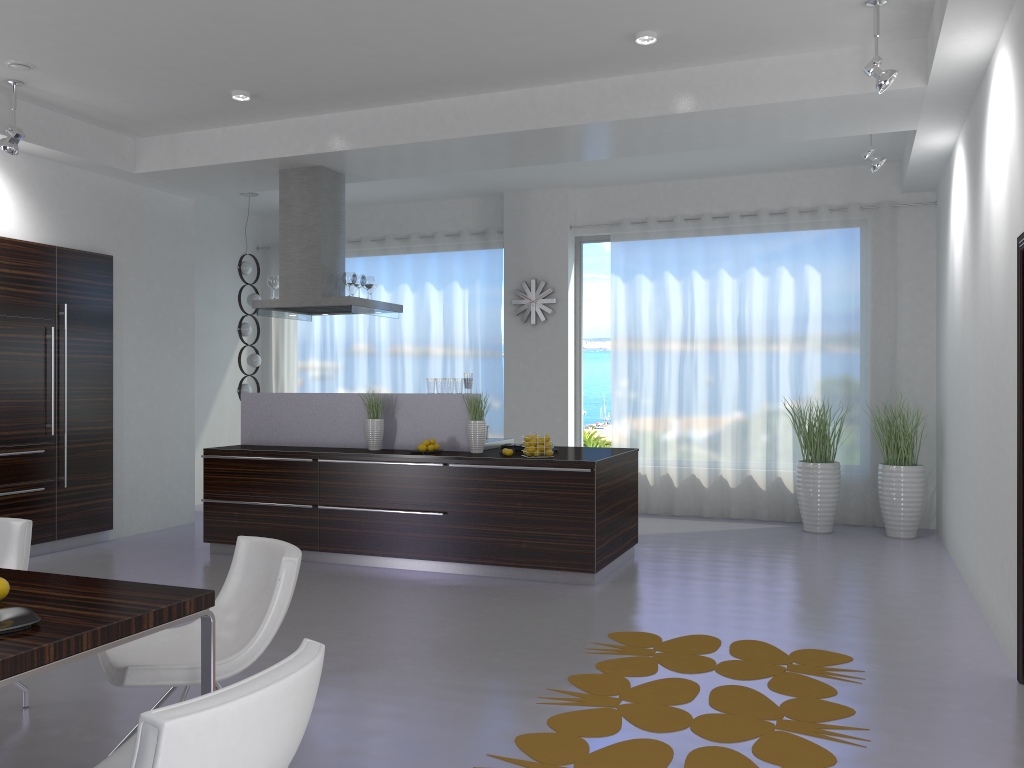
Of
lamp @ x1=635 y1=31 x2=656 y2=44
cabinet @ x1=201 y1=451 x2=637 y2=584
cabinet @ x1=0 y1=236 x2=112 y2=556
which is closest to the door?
lamp @ x1=635 y1=31 x2=656 y2=44

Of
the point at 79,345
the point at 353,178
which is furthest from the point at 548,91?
the point at 79,345

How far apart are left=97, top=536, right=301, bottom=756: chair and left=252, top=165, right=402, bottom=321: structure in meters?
4.2 m

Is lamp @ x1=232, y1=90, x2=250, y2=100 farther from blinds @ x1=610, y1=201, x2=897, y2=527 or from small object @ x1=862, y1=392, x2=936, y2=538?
small object @ x1=862, y1=392, x2=936, y2=538

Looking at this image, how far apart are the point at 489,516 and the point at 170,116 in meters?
4.1 m

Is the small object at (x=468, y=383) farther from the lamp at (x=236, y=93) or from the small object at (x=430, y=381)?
the lamp at (x=236, y=93)

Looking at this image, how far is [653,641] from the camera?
4.7m

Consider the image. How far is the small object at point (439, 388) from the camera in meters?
7.0 m

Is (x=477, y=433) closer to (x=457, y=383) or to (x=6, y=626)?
(x=457, y=383)

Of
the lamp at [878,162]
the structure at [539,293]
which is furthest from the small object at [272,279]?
the lamp at [878,162]
